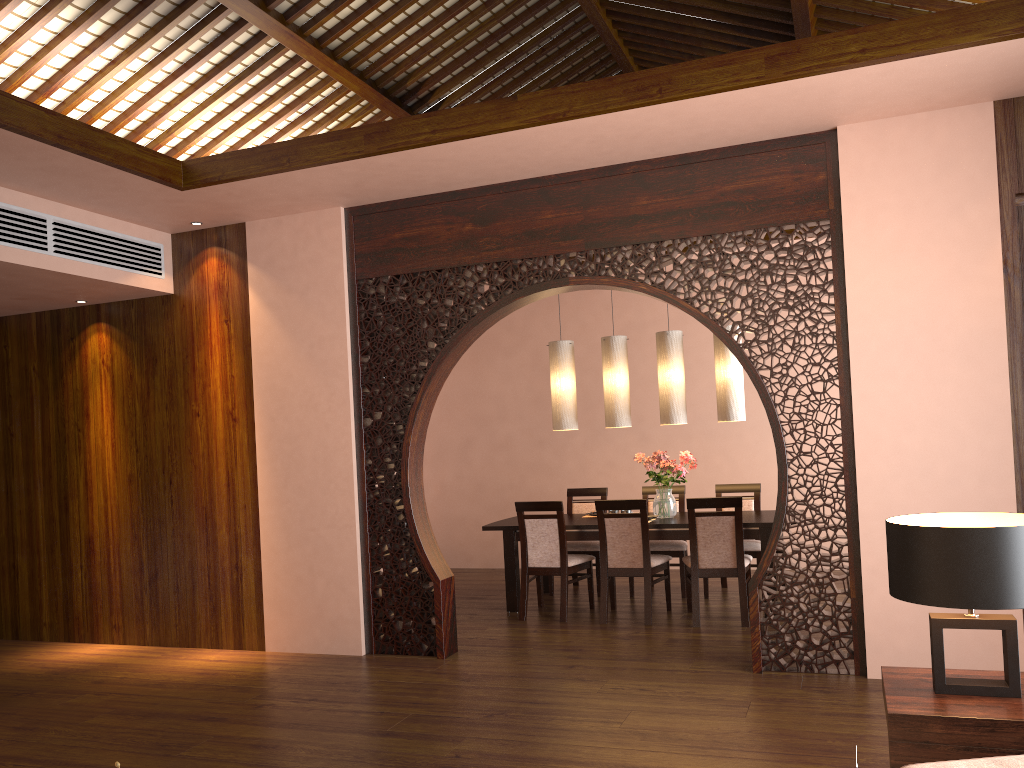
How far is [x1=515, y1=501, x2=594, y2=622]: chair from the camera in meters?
6.2

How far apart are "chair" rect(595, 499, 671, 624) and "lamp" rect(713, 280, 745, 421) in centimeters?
97cm

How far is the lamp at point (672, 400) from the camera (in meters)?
6.58

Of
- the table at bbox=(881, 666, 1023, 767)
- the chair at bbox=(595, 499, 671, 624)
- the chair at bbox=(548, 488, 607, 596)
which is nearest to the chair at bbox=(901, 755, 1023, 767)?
the table at bbox=(881, 666, 1023, 767)

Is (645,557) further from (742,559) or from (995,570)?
(995,570)

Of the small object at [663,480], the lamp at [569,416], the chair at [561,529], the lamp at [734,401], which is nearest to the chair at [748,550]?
the small object at [663,480]

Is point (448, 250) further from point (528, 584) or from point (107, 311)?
point (107, 311)

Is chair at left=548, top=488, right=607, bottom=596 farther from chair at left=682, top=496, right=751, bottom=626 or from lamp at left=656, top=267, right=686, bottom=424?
lamp at left=656, top=267, right=686, bottom=424

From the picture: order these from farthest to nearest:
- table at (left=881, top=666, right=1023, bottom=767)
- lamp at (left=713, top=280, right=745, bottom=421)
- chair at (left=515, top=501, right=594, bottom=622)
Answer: lamp at (left=713, top=280, right=745, bottom=421), chair at (left=515, top=501, right=594, bottom=622), table at (left=881, top=666, right=1023, bottom=767)

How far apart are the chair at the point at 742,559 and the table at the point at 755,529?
0.1 meters
